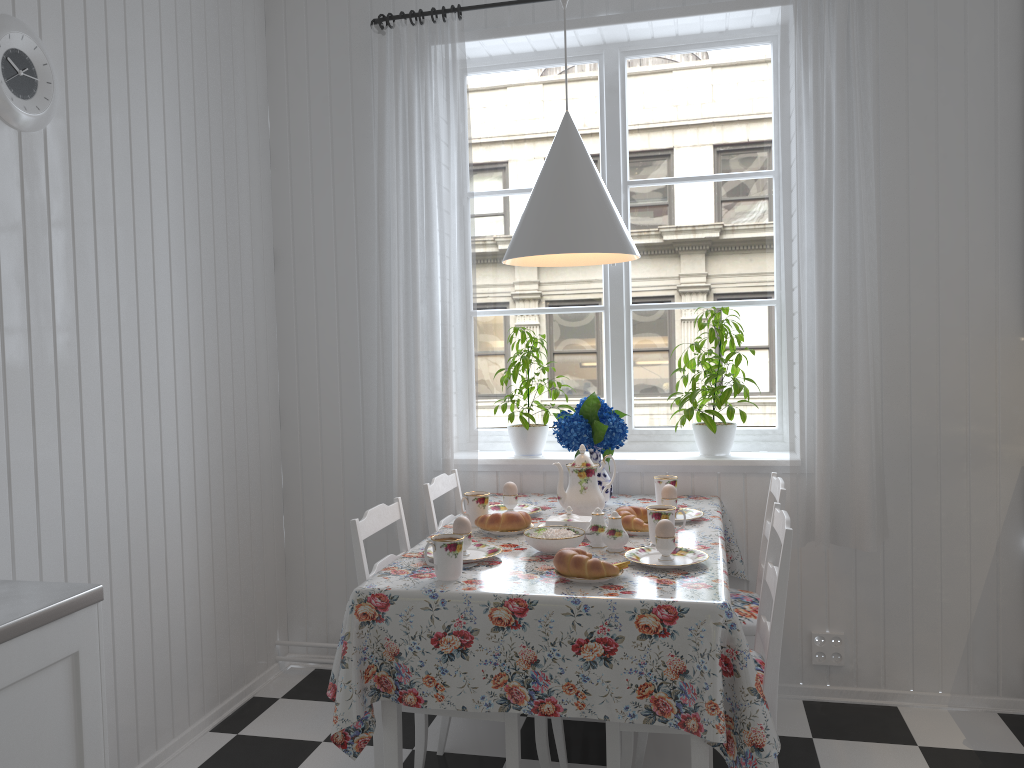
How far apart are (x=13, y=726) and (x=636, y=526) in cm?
154

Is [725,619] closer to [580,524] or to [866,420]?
[580,524]

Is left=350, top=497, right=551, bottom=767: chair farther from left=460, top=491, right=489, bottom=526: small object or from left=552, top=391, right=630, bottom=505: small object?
left=552, top=391, right=630, bottom=505: small object

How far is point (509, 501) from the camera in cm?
278

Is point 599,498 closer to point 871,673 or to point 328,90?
point 871,673

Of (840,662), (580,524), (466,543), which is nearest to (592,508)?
(580,524)

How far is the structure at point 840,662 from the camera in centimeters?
302cm

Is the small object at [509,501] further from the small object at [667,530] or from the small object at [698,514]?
the small object at [667,530]

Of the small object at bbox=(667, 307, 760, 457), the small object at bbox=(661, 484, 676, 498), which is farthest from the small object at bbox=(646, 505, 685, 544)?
the small object at bbox=(667, 307, 760, 457)

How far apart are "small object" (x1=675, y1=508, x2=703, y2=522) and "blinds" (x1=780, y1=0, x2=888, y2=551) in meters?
0.4
